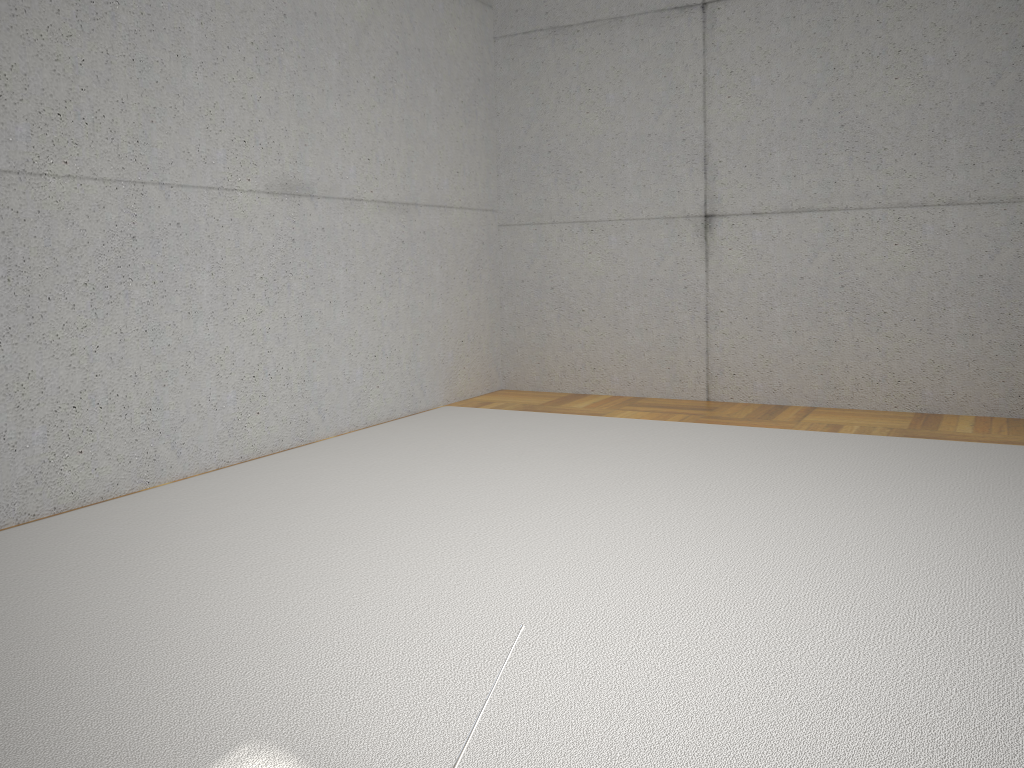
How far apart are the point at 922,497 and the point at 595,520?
1.18m
